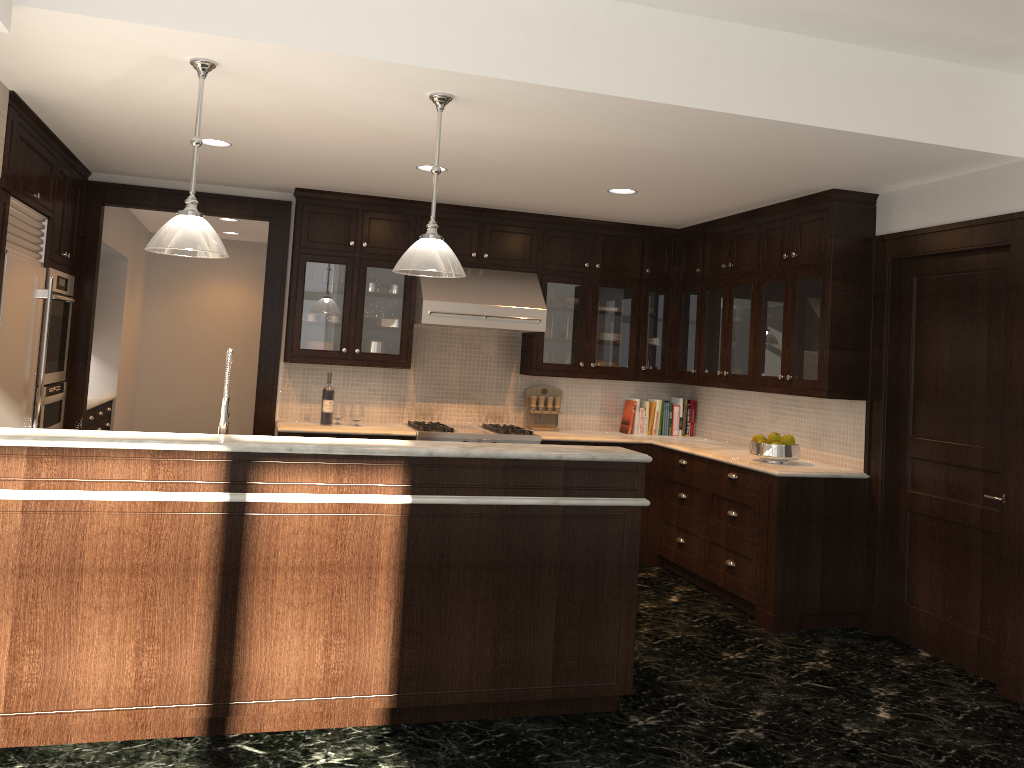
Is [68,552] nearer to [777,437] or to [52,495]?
[52,495]

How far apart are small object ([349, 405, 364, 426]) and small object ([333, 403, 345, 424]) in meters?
0.1 m

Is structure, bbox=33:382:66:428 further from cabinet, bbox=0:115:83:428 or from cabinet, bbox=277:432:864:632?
cabinet, bbox=277:432:864:632

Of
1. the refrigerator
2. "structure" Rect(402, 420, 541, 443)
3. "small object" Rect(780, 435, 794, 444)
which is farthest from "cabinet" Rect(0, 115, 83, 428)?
"small object" Rect(780, 435, 794, 444)

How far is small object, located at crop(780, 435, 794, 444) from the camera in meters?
5.5 m

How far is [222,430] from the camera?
3.71m

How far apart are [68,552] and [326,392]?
3.2m

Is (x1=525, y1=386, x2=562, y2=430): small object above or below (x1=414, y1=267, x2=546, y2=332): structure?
below

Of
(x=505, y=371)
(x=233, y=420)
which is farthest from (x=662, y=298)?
(x=233, y=420)

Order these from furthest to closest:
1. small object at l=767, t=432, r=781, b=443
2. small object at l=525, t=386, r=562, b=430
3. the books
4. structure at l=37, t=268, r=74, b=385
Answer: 1. the books
2. small object at l=525, t=386, r=562, b=430
3. small object at l=767, t=432, r=781, b=443
4. structure at l=37, t=268, r=74, b=385
